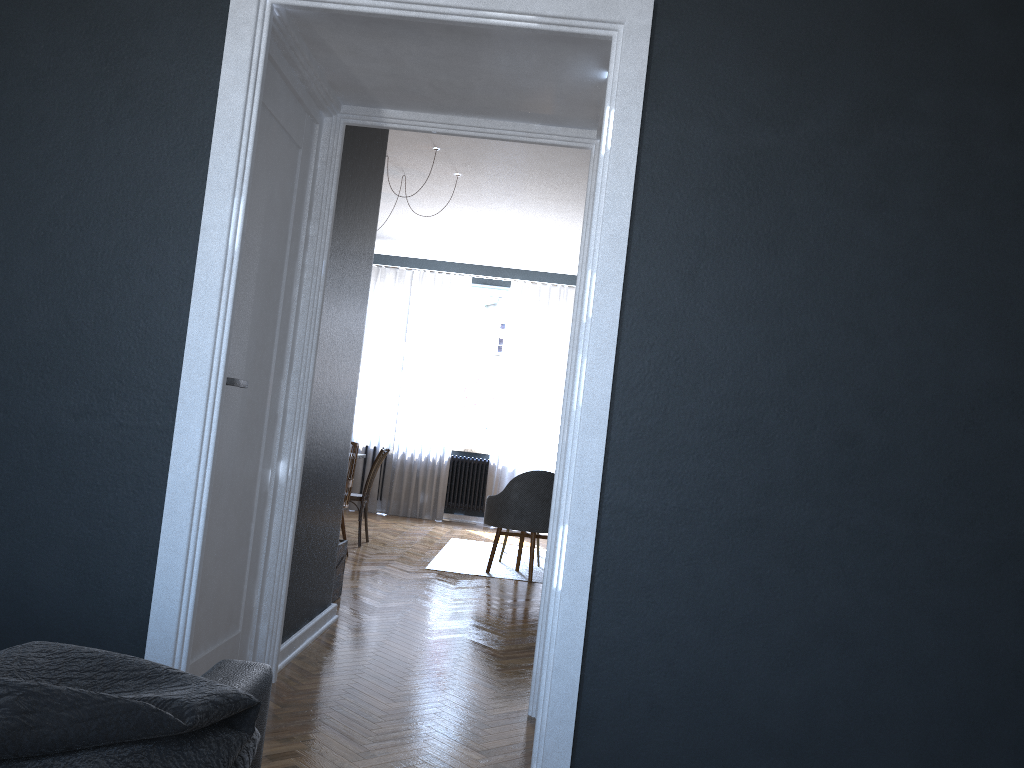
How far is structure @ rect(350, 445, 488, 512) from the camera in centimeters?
990cm

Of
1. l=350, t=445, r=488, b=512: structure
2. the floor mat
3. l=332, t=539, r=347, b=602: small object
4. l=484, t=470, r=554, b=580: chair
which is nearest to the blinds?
l=350, t=445, r=488, b=512: structure

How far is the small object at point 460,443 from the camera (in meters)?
10.07

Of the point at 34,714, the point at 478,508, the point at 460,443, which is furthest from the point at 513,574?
the point at 34,714

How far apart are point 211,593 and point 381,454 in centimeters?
439cm

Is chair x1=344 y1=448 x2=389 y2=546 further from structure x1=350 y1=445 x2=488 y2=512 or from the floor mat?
structure x1=350 y1=445 x2=488 y2=512

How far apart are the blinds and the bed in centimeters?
822cm

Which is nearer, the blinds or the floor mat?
the floor mat

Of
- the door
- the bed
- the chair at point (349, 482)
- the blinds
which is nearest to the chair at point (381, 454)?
the chair at point (349, 482)

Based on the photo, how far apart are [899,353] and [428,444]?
7.8m
